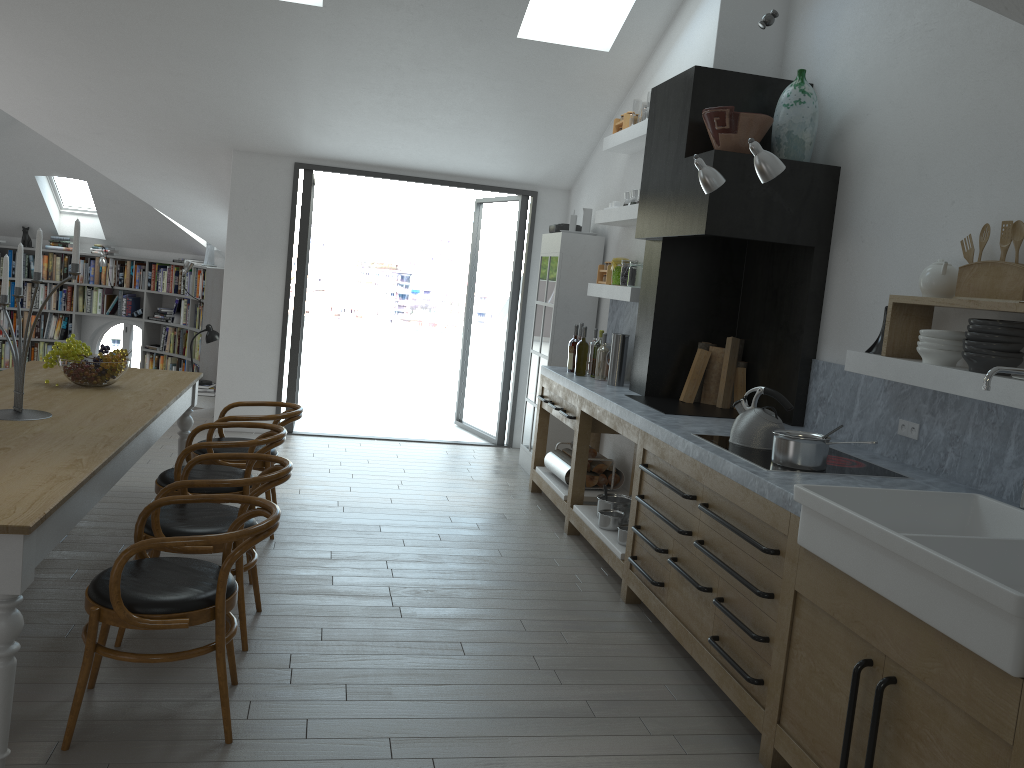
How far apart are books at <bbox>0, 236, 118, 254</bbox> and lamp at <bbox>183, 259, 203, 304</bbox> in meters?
1.8 m

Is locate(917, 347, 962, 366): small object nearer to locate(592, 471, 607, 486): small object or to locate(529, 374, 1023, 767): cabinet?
locate(529, 374, 1023, 767): cabinet

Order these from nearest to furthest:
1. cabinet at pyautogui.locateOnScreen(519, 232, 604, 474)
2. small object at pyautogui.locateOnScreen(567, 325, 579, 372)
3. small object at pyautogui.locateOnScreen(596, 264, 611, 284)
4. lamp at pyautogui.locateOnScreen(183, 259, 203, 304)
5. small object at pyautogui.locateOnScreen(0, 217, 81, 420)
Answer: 1. small object at pyautogui.locateOnScreen(0, 217, 81, 420)
2. small object at pyautogui.locateOnScreen(567, 325, 579, 372)
3. small object at pyautogui.locateOnScreen(596, 264, 611, 284)
4. cabinet at pyautogui.locateOnScreen(519, 232, 604, 474)
5. lamp at pyautogui.locateOnScreen(183, 259, 203, 304)

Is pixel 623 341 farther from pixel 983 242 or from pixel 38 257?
pixel 38 257

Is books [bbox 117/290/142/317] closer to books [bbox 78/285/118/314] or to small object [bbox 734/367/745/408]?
books [bbox 78/285/118/314]

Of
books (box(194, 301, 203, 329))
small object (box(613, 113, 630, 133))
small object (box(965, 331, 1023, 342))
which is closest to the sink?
small object (box(965, 331, 1023, 342))

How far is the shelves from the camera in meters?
3.2 m

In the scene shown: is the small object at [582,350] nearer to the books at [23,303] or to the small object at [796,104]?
the small object at [796,104]

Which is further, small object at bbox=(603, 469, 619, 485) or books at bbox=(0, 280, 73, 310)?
books at bbox=(0, 280, 73, 310)

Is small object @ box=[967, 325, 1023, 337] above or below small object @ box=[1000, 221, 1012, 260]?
below
